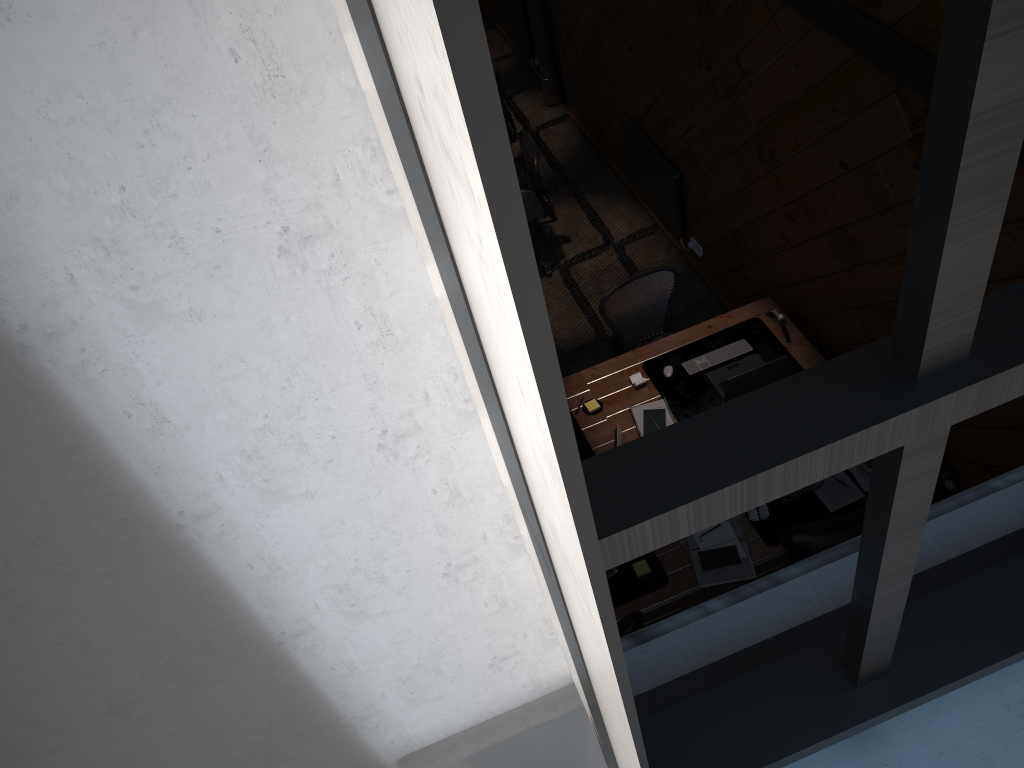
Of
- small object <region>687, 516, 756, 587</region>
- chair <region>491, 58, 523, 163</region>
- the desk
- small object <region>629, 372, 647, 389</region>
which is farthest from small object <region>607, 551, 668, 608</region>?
chair <region>491, 58, 523, 163</region>

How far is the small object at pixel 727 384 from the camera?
5.2 meters

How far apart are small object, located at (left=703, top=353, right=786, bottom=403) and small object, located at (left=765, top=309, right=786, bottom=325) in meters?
0.3 m

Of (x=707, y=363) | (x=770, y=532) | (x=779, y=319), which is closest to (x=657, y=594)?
Answer: (x=770, y=532)

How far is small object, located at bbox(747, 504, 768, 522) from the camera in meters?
4.8 m

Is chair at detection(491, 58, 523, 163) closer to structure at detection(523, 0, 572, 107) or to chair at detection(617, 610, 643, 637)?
structure at detection(523, 0, 572, 107)

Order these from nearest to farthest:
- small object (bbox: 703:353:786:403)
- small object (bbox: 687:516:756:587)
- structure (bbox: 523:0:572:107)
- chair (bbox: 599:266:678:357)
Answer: small object (bbox: 687:516:756:587)
small object (bbox: 703:353:786:403)
chair (bbox: 599:266:678:357)
structure (bbox: 523:0:572:107)

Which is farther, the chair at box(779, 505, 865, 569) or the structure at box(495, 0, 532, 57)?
the structure at box(495, 0, 532, 57)

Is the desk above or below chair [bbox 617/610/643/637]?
below

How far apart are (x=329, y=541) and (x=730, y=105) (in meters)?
5.04
